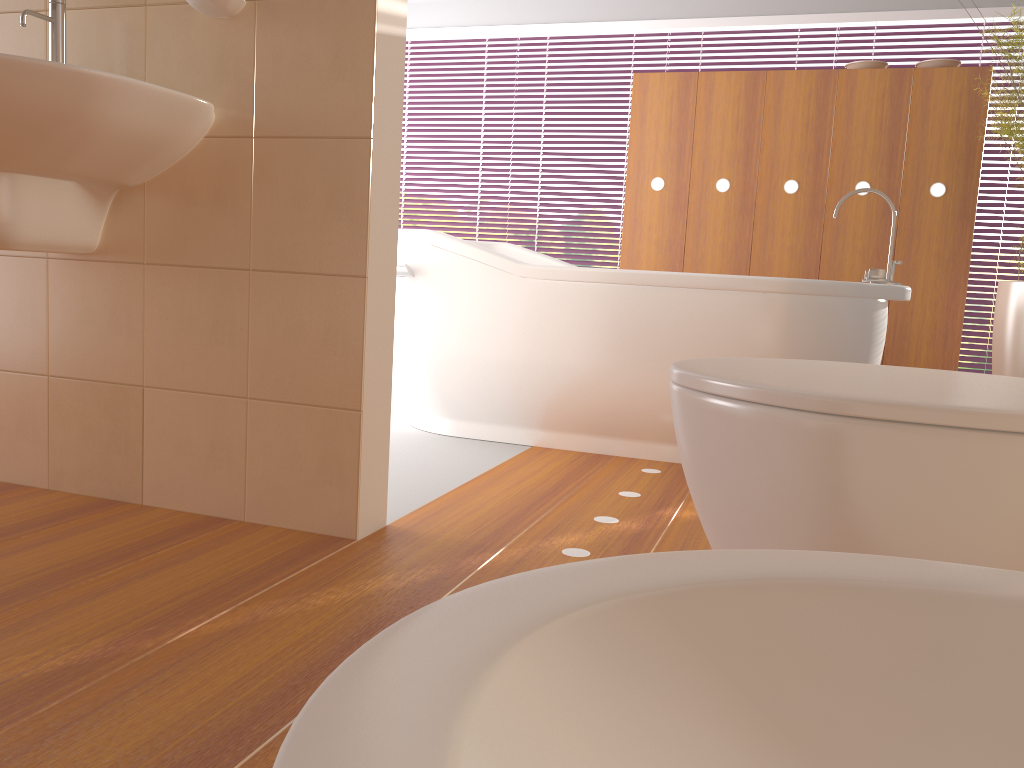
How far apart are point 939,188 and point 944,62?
0.50m

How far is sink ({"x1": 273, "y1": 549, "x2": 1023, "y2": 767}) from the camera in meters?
0.2 m

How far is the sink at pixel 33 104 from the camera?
1.5 meters

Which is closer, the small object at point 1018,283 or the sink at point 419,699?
the sink at point 419,699

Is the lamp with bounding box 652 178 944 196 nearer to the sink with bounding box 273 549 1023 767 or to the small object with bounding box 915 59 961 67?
the small object with bounding box 915 59 961 67

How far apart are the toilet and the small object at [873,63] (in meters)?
3.17

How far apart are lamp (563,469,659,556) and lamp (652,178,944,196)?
2.4m

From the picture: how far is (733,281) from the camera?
2.6 meters

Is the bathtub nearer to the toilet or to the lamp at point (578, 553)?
the lamp at point (578, 553)

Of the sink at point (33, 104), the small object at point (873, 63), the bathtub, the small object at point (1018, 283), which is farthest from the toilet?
the small object at point (873, 63)
